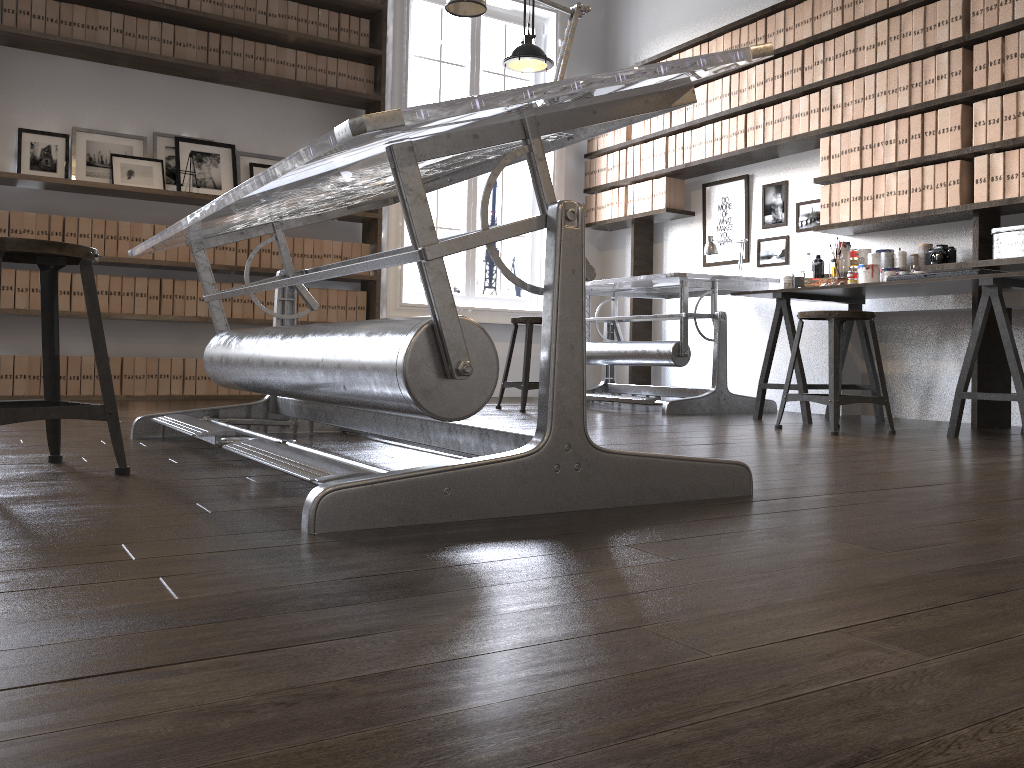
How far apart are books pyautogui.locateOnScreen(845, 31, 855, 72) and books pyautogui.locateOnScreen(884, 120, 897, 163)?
0.4 meters

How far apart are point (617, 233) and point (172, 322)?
3.3 meters

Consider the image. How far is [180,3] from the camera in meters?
5.3

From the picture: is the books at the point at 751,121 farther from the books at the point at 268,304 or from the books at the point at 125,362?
the books at the point at 125,362

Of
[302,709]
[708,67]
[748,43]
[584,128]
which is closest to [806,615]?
[302,709]

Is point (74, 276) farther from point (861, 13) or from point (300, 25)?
point (861, 13)

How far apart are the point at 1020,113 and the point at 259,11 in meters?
4.3 m

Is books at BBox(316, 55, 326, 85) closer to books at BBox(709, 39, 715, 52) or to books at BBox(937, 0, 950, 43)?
books at BBox(709, 39, 715, 52)

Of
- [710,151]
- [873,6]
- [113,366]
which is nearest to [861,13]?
[873,6]

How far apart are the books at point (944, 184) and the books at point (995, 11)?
0.65m
